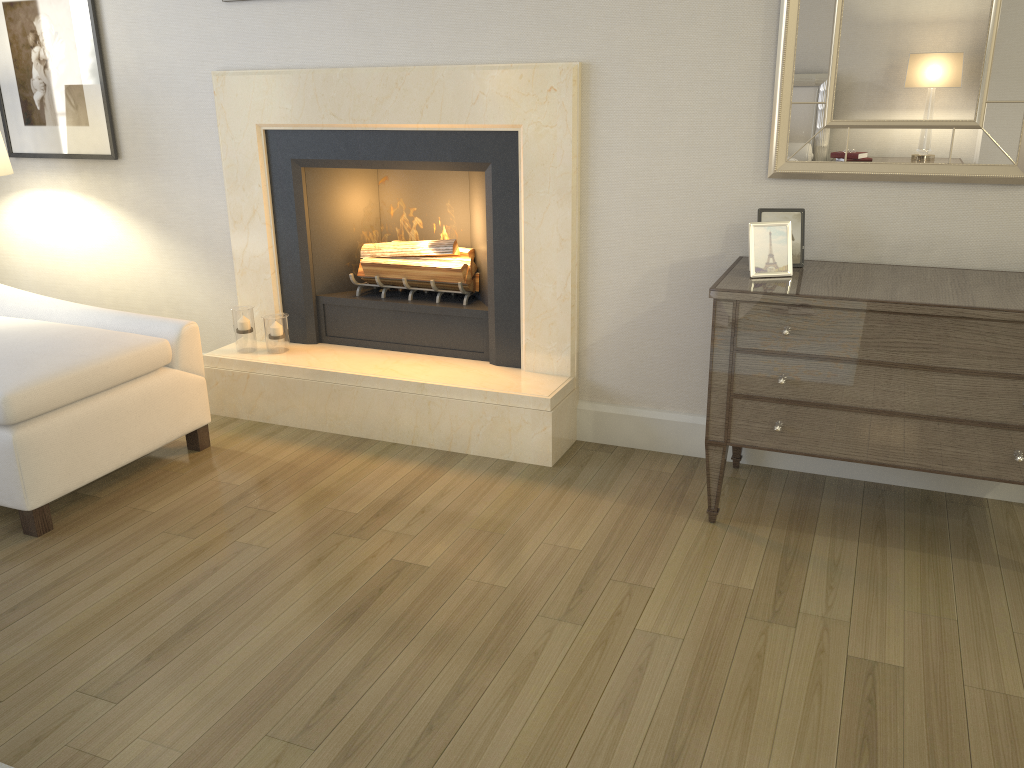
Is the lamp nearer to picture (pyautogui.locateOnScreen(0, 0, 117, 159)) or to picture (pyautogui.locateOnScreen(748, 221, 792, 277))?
picture (pyautogui.locateOnScreen(0, 0, 117, 159))

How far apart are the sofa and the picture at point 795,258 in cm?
197

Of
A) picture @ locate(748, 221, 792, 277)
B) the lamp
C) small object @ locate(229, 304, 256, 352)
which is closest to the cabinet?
picture @ locate(748, 221, 792, 277)

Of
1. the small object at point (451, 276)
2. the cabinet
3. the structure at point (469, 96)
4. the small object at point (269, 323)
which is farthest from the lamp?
the cabinet

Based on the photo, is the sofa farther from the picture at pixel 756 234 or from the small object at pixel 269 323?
the picture at pixel 756 234

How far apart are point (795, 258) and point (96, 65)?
2.93m

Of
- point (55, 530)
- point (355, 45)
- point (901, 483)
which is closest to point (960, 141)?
point (901, 483)

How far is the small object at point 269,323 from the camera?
3.55m

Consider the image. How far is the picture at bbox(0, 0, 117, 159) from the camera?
3.69m

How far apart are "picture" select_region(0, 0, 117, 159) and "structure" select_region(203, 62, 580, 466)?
0.6 meters
